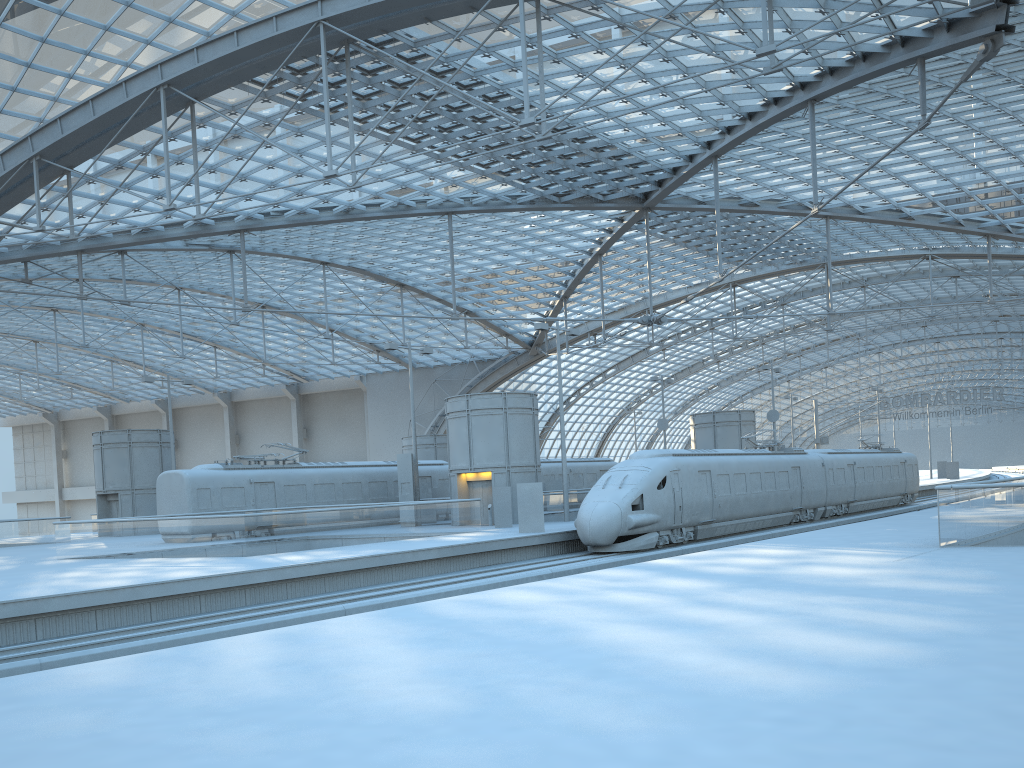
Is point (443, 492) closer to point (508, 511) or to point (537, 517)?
point (508, 511)

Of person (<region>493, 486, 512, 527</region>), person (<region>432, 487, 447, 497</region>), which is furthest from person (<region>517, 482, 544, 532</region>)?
person (<region>432, 487, 447, 497</region>)

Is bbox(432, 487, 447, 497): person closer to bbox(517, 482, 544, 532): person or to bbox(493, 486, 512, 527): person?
bbox(493, 486, 512, 527): person

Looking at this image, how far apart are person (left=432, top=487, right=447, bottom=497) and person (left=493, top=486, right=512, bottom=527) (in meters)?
9.15

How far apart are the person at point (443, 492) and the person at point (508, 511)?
9.15m

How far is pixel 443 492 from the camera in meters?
42.2 m

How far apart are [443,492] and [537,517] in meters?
13.9

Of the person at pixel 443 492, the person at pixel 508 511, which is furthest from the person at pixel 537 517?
the person at pixel 443 492

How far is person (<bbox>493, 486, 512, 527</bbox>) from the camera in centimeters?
3334cm

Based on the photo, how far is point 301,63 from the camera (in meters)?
31.88
